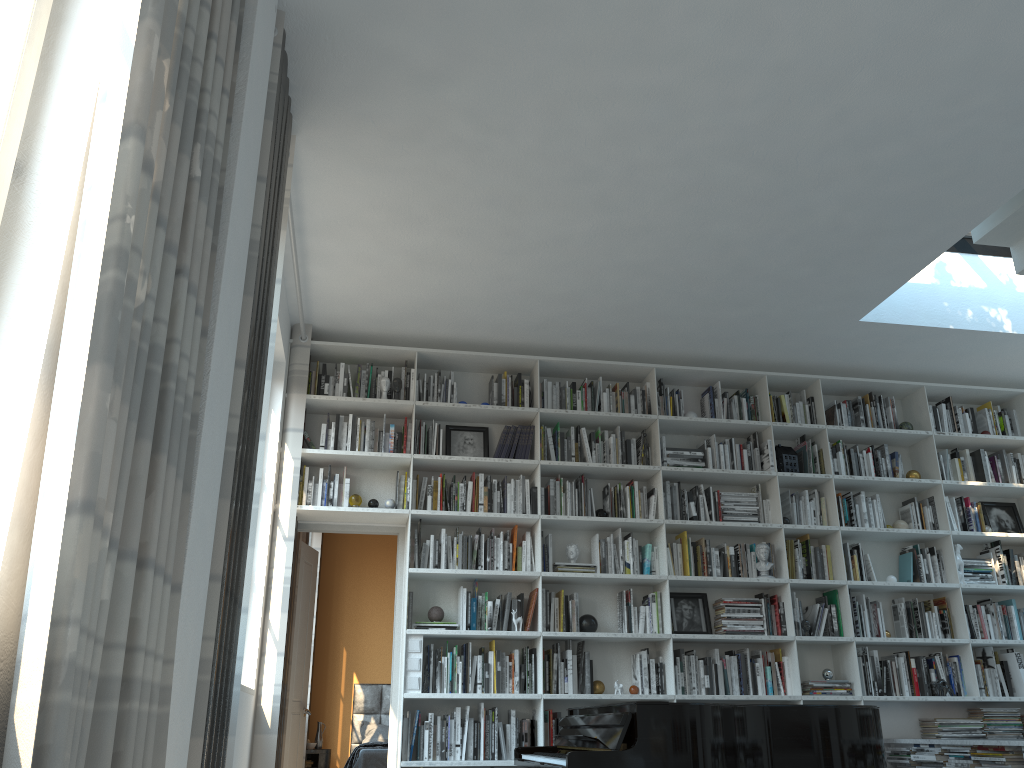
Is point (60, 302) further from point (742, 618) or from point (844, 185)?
point (742, 618)

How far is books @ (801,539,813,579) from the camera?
6.07m

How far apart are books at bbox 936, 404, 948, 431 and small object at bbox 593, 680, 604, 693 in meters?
3.3

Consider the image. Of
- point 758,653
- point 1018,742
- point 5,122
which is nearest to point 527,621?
point 758,653

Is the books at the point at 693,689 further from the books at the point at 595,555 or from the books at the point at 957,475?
the books at the point at 957,475

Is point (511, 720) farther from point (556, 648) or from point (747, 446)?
point (747, 446)

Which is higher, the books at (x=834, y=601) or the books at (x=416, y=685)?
the books at (x=834, y=601)

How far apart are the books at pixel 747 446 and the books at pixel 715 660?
1.44m

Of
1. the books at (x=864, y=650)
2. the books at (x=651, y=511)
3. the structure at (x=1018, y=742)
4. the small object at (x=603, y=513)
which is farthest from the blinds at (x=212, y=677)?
the books at (x=864, y=650)

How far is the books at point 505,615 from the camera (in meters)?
5.59
